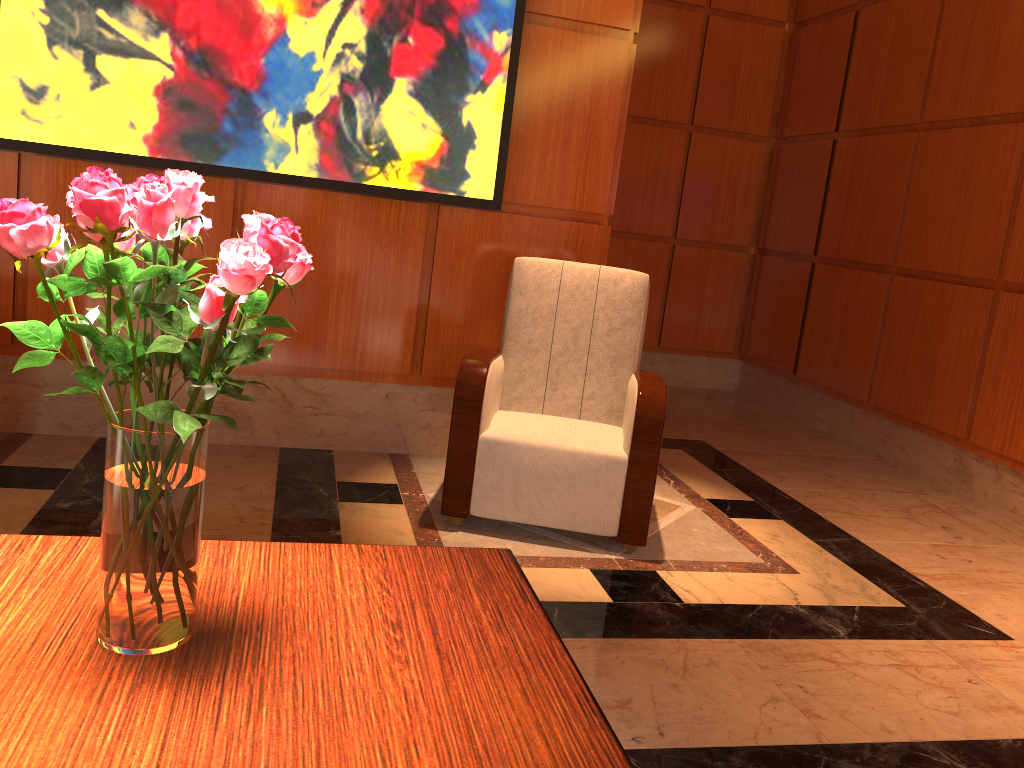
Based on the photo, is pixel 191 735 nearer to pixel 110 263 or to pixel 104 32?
pixel 110 263

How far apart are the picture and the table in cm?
238

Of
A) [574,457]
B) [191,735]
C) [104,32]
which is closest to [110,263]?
[191,735]

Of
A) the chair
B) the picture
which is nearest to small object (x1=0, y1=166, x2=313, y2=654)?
the chair

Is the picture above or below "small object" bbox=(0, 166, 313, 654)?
above

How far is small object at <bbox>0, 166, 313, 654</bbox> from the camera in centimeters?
94cm

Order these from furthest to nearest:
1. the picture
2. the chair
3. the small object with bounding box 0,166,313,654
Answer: the picture
the chair
the small object with bounding box 0,166,313,654

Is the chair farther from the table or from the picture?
the table

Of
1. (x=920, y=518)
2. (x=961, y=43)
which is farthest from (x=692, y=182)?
(x=920, y=518)

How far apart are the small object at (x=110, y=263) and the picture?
2.5m
